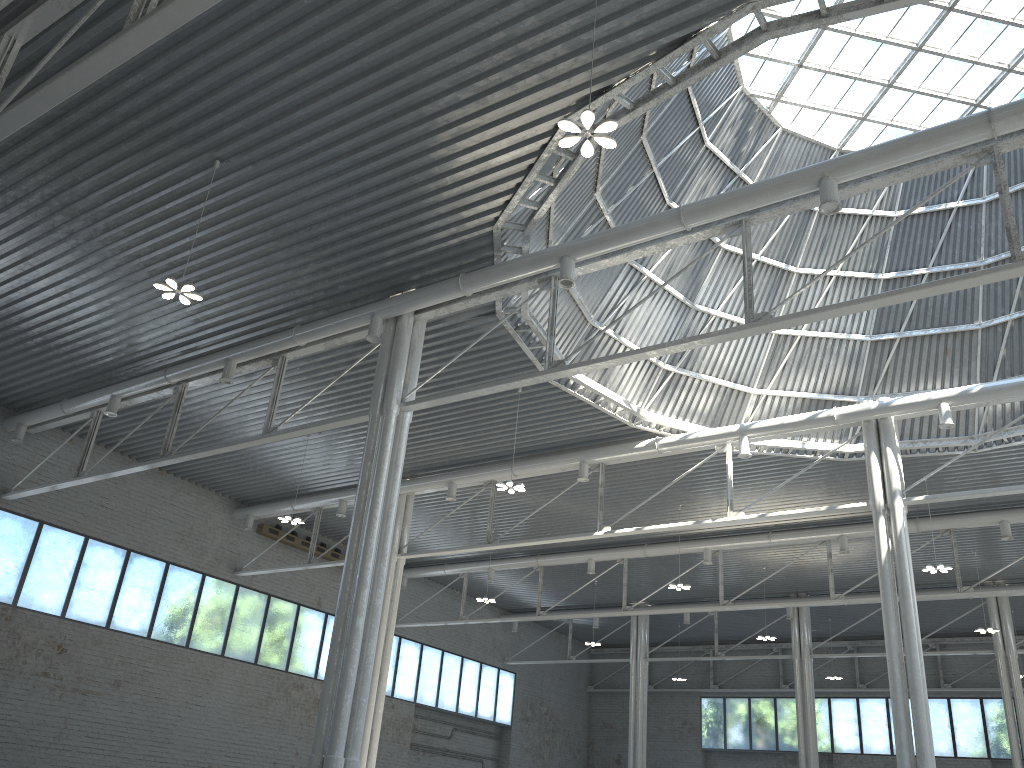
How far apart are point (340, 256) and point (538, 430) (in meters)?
13.37
